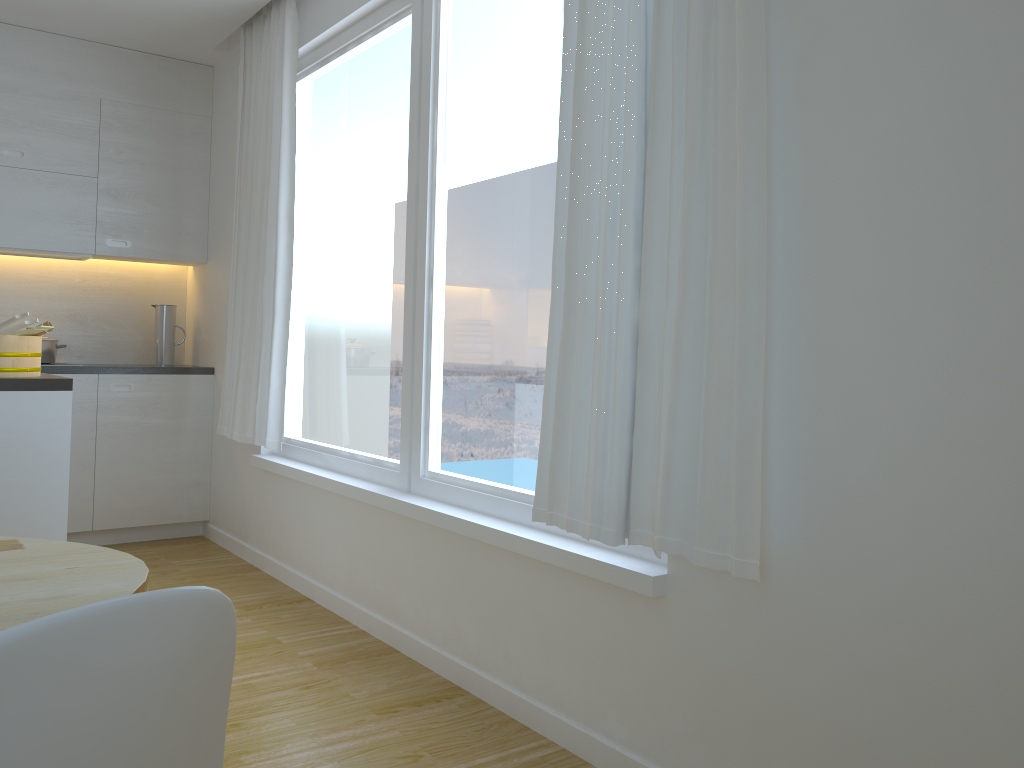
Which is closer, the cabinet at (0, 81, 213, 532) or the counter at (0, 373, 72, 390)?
the counter at (0, 373, 72, 390)

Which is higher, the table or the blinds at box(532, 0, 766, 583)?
the blinds at box(532, 0, 766, 583)

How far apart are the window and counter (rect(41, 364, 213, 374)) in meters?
0.9

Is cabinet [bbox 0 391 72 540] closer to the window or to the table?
the window

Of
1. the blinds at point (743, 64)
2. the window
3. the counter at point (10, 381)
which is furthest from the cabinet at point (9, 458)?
the blinds at point (743, 64)

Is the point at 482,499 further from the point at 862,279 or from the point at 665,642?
the point at 862,279

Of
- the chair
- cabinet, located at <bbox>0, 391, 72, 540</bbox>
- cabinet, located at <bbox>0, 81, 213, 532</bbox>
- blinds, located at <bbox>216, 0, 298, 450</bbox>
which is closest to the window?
blinds, located at <bbox>216, 0, 298, 450</bbox>

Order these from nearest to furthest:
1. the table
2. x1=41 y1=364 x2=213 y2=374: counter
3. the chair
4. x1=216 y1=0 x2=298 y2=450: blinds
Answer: the chair → the table → x1=216 y1=0 x2=298 y2=450: blinds → x1=41 y1=364 x2=213 y2=374: counter

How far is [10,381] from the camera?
2.80m

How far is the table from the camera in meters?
1.2
